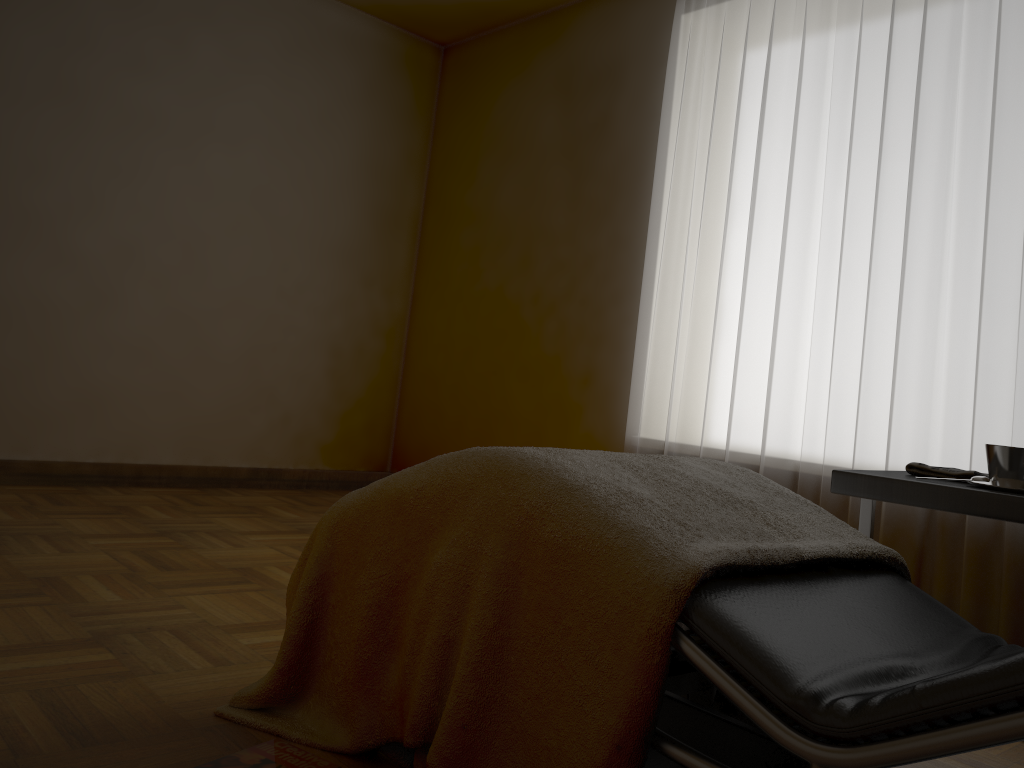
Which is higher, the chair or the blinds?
the blinds

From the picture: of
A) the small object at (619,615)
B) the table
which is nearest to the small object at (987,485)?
the table

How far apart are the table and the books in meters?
1.0 m

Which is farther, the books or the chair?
the books

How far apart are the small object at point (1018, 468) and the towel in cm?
12

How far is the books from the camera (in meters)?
1.18

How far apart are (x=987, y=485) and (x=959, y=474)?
0.2 meters

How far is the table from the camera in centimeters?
149cm

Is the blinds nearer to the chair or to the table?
the table

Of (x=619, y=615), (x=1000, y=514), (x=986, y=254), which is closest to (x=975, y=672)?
(x=619, y=615)
